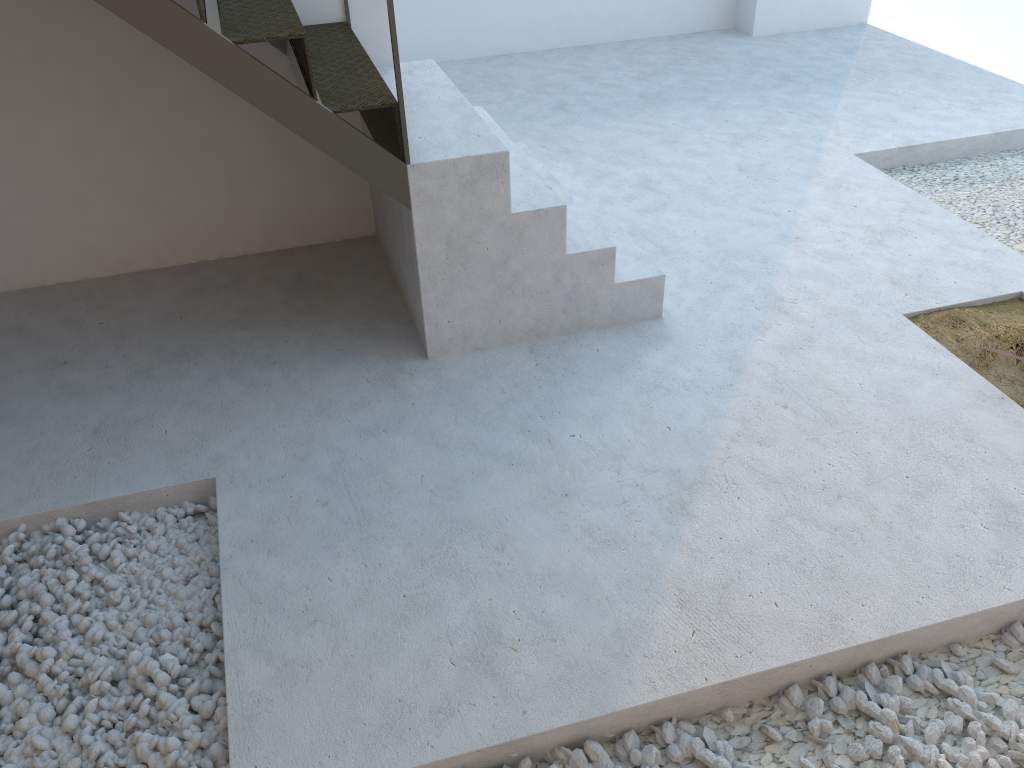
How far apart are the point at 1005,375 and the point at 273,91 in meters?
2.6 m

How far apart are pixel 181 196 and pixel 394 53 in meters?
1.6

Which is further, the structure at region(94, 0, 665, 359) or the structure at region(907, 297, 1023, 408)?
the structure at region(907, 297, 1023, 408)

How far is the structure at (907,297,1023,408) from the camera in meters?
3.1 m

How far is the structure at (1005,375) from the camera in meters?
3.1

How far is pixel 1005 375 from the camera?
3.11m

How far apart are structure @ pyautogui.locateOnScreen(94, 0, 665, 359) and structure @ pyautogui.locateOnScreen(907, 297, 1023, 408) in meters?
1.0

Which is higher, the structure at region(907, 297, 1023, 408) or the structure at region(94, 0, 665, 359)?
the structure at region(94, 0, 665, 359)

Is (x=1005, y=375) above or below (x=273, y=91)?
below

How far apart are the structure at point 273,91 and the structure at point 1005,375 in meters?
1.0
